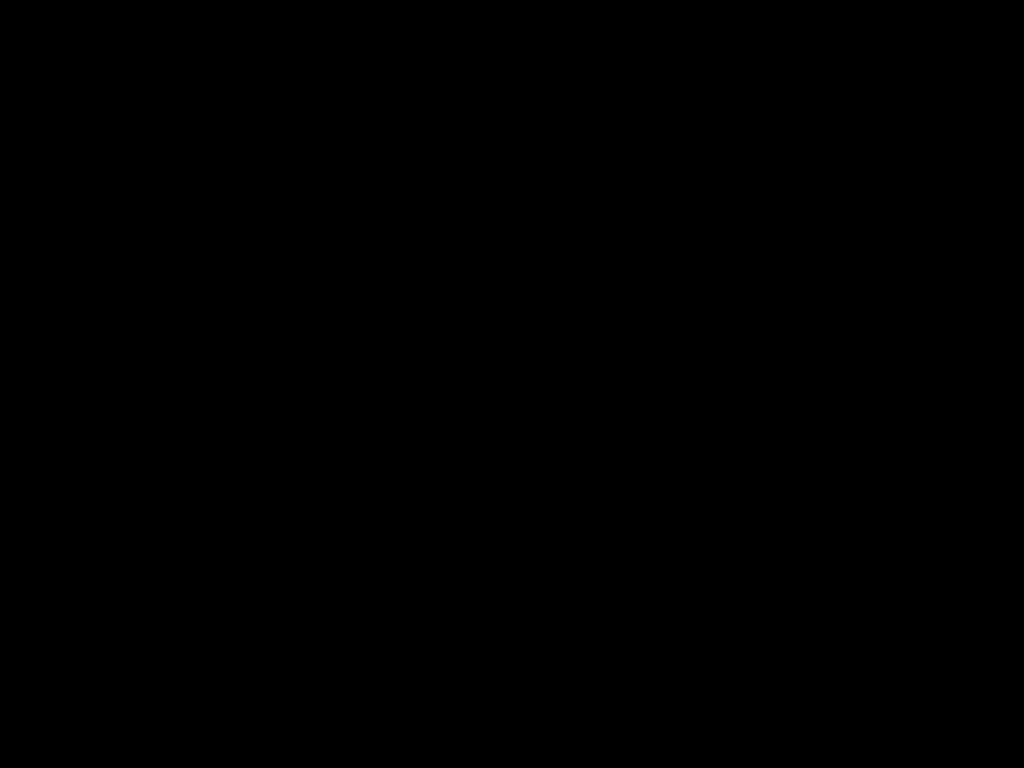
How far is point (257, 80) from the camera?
0.56m

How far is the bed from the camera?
0.6 meters

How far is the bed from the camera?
0.6m
